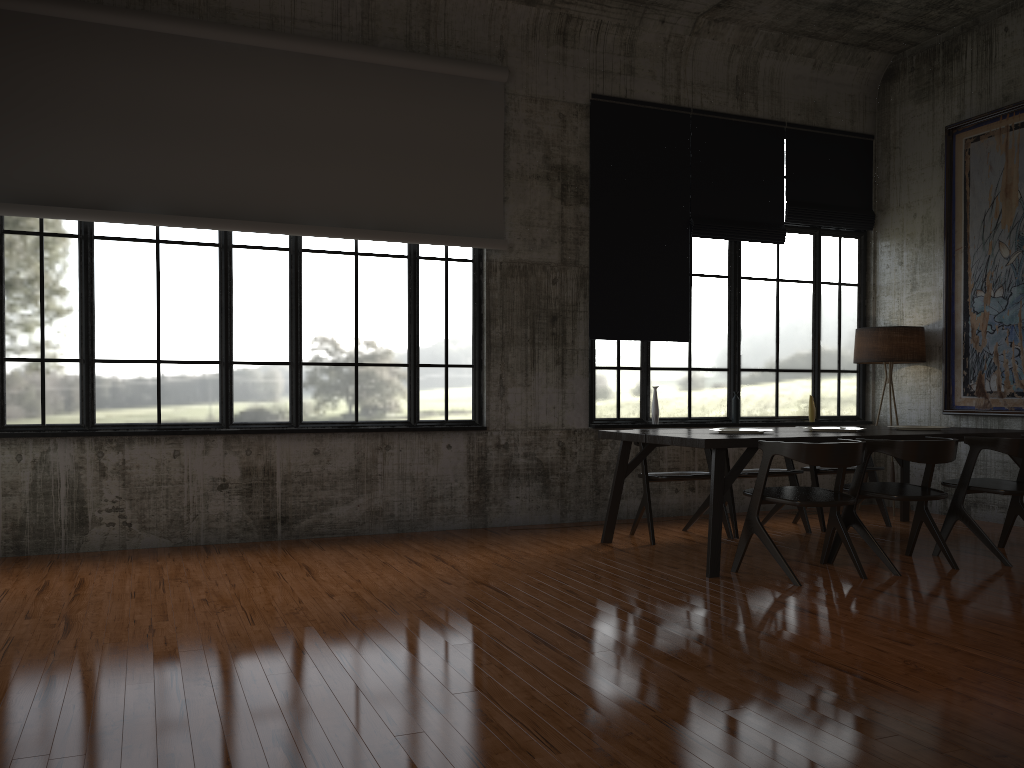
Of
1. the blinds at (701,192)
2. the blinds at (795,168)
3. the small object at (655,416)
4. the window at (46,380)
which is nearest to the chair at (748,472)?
the small object at (655,416)

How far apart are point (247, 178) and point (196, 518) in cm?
301

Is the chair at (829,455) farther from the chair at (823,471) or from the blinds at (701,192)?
the blinds at (701,192)

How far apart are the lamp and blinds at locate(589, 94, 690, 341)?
1.98m

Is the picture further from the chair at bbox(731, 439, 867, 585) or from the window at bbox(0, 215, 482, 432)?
the window at bbox(0, 215, 482, 432)

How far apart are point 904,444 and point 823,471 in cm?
221

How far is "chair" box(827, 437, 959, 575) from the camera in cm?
643

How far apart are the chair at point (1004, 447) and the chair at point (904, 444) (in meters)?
0.23

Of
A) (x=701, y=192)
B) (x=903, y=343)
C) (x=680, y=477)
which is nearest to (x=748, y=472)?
(x=680, y=477)

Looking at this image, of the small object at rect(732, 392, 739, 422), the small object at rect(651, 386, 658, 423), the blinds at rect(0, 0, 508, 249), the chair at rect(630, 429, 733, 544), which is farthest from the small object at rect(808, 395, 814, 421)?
the blinds at rect(0, 0, 508, 249)
